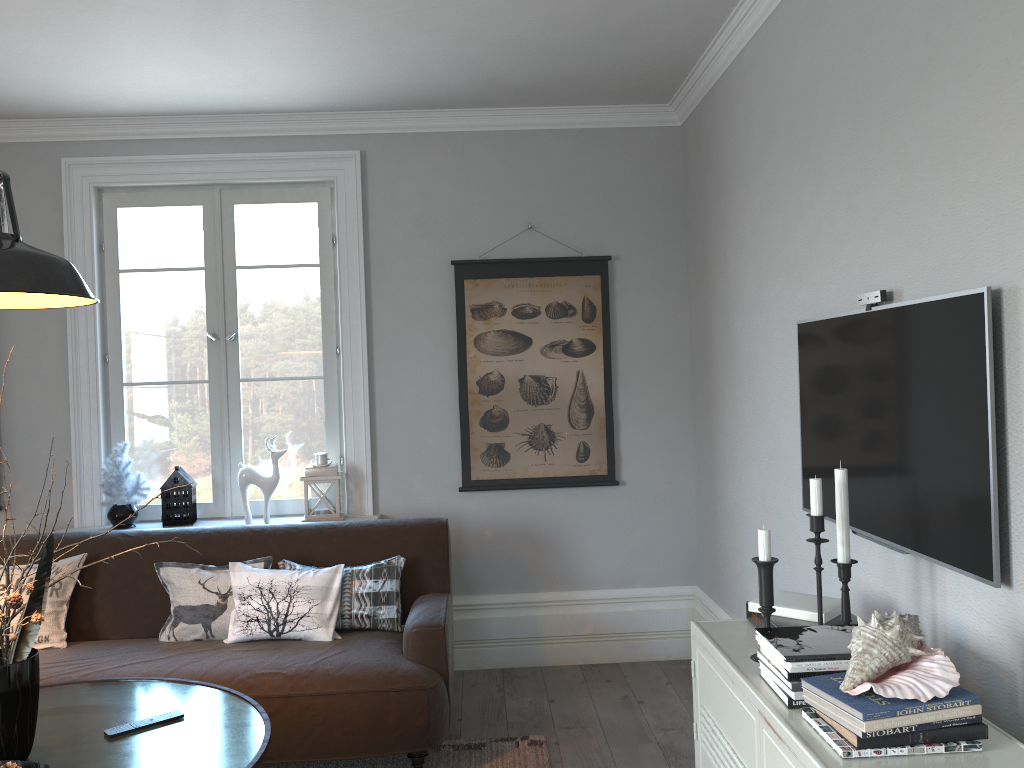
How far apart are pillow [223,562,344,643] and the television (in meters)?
1.81

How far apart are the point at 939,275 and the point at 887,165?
0.4m

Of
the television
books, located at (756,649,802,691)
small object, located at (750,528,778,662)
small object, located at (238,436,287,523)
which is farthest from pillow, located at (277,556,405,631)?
books, located at (756,649,802,691)

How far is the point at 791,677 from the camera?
1.7m

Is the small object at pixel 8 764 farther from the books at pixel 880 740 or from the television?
the television

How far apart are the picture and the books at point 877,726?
2.7m

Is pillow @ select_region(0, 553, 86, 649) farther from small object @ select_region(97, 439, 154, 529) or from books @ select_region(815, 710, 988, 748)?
books @ select_region(815, 710, 988, 748)

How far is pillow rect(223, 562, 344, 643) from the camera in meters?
3.4 m

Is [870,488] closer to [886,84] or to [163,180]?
[886,84]

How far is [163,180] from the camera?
4.31m
